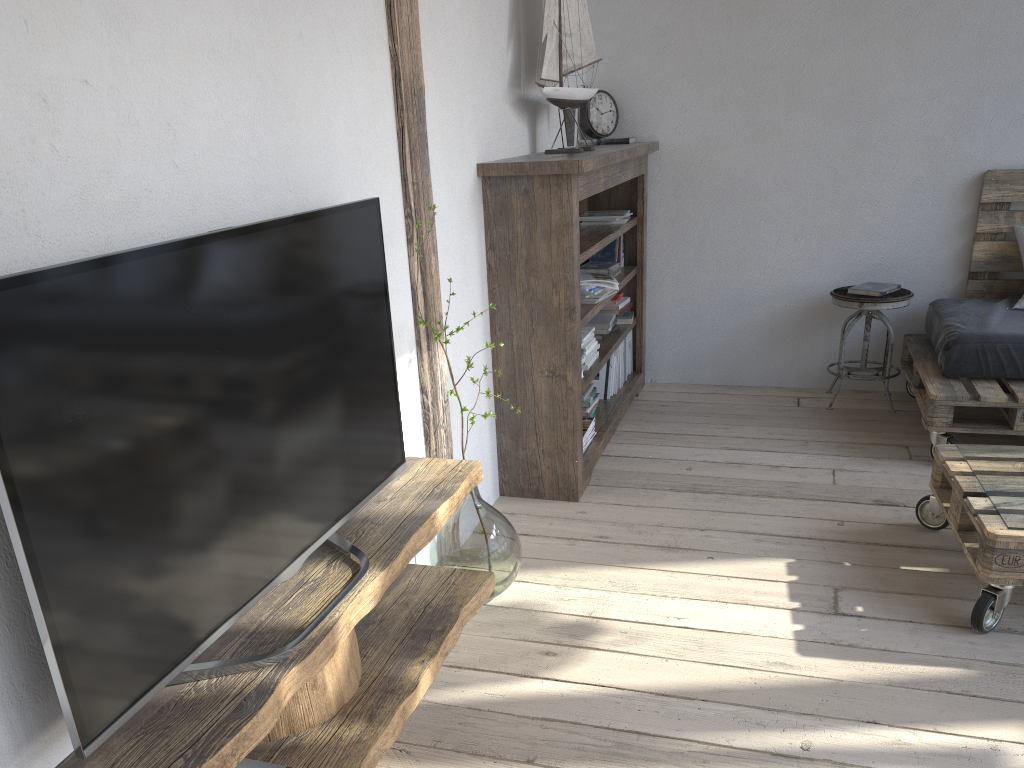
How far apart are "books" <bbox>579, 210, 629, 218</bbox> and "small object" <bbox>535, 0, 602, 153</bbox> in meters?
0.7

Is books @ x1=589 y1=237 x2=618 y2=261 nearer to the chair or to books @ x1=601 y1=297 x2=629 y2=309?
books @ x1=601 y1=297 x2=629 y2=309

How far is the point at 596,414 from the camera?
3.8 meters

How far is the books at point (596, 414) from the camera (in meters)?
3.76

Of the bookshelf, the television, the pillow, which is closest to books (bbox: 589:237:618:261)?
the bookshelf

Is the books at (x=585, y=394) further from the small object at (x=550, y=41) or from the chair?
the chair

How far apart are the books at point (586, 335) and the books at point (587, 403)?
0.3m

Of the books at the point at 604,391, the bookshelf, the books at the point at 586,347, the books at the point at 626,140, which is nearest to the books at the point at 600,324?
the bookshelf

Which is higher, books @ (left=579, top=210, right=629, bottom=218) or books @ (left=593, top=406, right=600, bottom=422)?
books @ (left=579, top=210, right=629, bottom=218)

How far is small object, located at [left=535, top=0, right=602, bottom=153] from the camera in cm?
320
